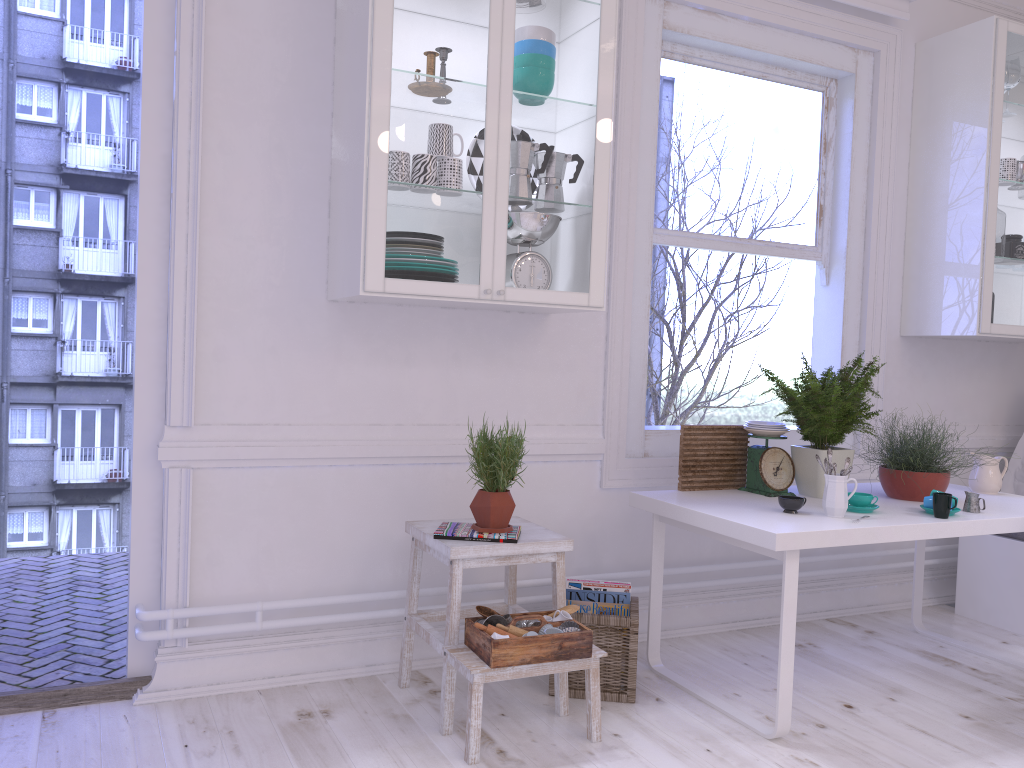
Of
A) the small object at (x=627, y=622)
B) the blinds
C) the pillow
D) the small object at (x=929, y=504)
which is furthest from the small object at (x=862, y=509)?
the blinds

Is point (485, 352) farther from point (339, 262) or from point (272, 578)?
point (272, 578)

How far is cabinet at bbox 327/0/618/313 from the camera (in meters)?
2.55

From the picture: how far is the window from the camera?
3.47m

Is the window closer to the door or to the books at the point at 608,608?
the books at the point at 608,608

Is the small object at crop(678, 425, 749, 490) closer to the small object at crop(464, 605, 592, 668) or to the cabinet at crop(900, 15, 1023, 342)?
the small object at crop(464, 605, 592, 668)

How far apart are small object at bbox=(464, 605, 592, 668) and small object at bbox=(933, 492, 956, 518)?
1.2 meters

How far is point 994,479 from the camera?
3.4 meters

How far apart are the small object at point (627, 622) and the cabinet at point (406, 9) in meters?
1.0

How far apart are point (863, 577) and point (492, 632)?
2.3 meters
